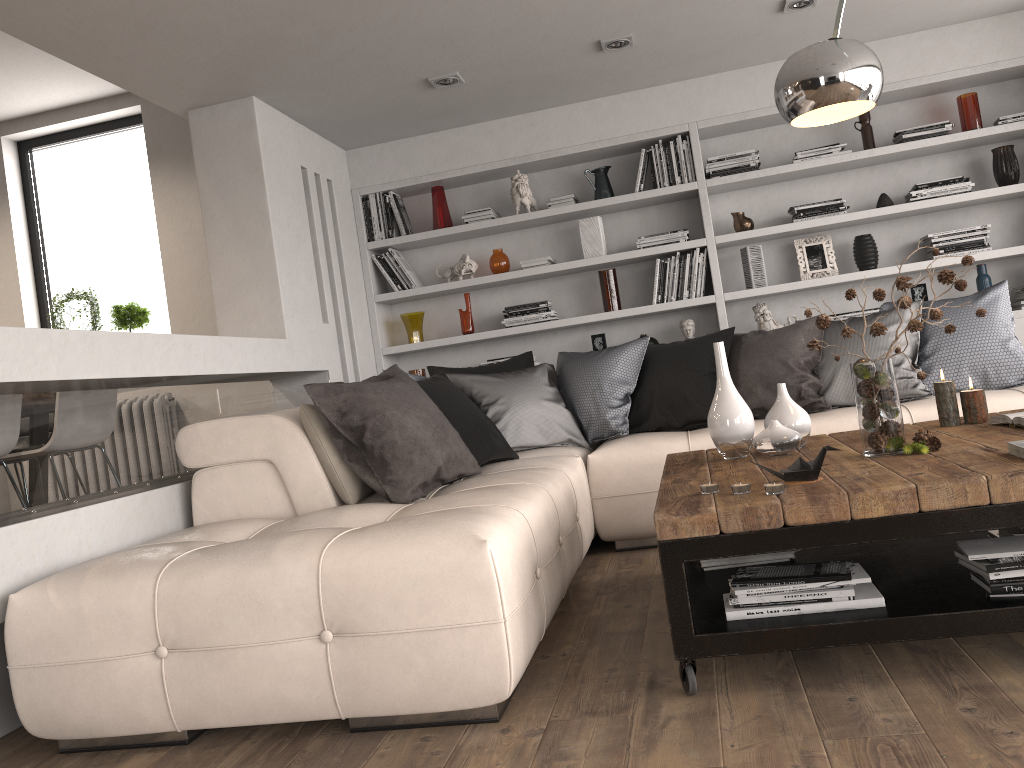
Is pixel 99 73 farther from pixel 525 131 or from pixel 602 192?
pixel 602 192

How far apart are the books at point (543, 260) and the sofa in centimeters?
135cm

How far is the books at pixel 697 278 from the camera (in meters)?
5.23

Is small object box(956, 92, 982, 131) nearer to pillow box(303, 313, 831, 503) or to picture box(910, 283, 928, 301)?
picture box(910, 283, 928, 301)

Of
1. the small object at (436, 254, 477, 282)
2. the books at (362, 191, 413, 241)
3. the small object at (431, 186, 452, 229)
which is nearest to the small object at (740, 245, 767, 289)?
the small object at (436, 254, 477, 282)

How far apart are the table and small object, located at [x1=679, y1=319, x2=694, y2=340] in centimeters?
209cm

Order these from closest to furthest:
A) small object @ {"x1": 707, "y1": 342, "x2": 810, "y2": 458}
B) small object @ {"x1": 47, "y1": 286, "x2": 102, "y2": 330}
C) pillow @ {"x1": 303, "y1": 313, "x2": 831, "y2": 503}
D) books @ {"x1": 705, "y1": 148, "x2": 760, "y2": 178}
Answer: small object @ {"x1": 707, "y1": 342, "x2": 810, "y2": 458}
pillow @ {"x1": 303, "y1": 313, "x2": 831, "y2": 503}
books @ {"x1": 705, "y1": 148, "x2": 760, "y2": 178}
small object @ {"x1": 47, "y1": 286, "x2": 102, "y2": 330}

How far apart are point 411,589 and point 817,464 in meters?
1.1

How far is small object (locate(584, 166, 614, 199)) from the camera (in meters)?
5.38

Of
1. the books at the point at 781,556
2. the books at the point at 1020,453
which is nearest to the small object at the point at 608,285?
the books at the point at 781,556
